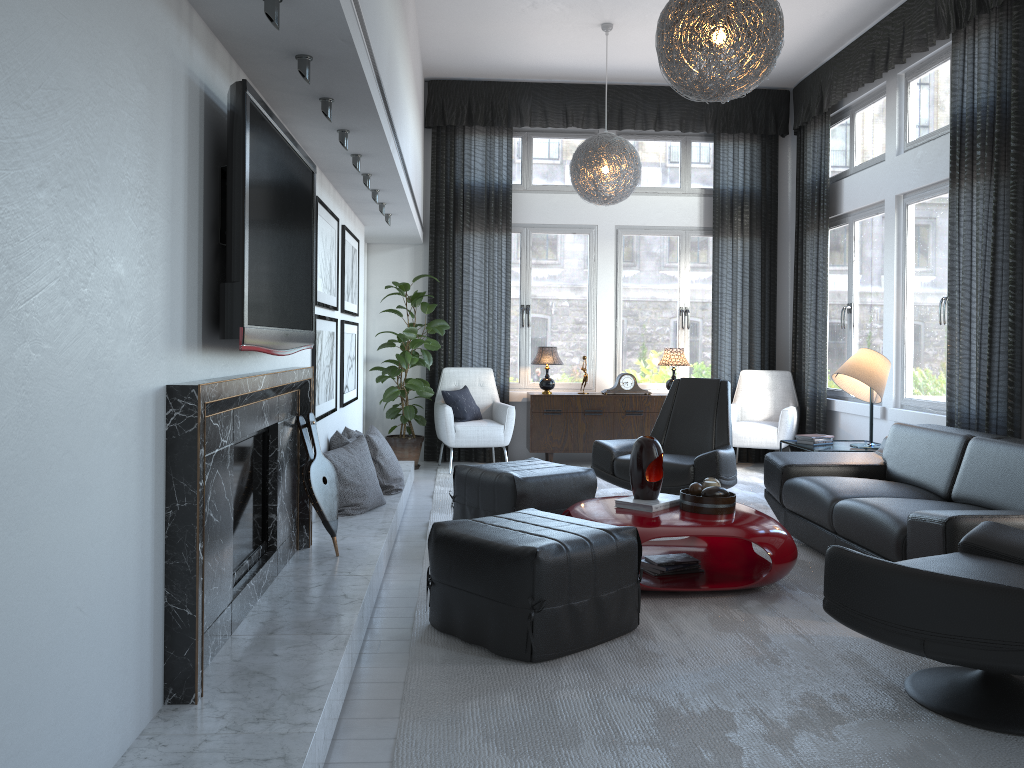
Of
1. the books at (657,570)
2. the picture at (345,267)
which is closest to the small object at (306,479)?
the books at (657,570)

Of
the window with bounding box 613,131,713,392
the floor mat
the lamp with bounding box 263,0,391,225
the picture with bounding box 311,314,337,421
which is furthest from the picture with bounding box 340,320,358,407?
the window with bounding box 613,131,713,392

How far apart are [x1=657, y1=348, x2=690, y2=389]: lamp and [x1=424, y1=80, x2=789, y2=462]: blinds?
0.5m

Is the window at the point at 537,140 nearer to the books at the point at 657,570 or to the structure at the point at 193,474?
the books at the point at 657,570

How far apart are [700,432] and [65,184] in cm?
451

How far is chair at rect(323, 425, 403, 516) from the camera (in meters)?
4.49

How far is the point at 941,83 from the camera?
5.64m

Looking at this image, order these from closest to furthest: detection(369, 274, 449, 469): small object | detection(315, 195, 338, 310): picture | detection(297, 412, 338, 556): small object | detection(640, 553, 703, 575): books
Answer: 1. detection(297, 412, 338, 556): small object
2. detection(640, 553, 703, 575): books
3. detection(315, 195, 338, 310): picture
4. detection(369, 274, 449, 469): small object

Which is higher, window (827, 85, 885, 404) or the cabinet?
window (827, 85, 885, 404)

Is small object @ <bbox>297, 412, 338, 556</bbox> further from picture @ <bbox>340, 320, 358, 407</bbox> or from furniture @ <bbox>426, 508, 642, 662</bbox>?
picture @ <bbox>340, 320, 358, 407</bbox>
